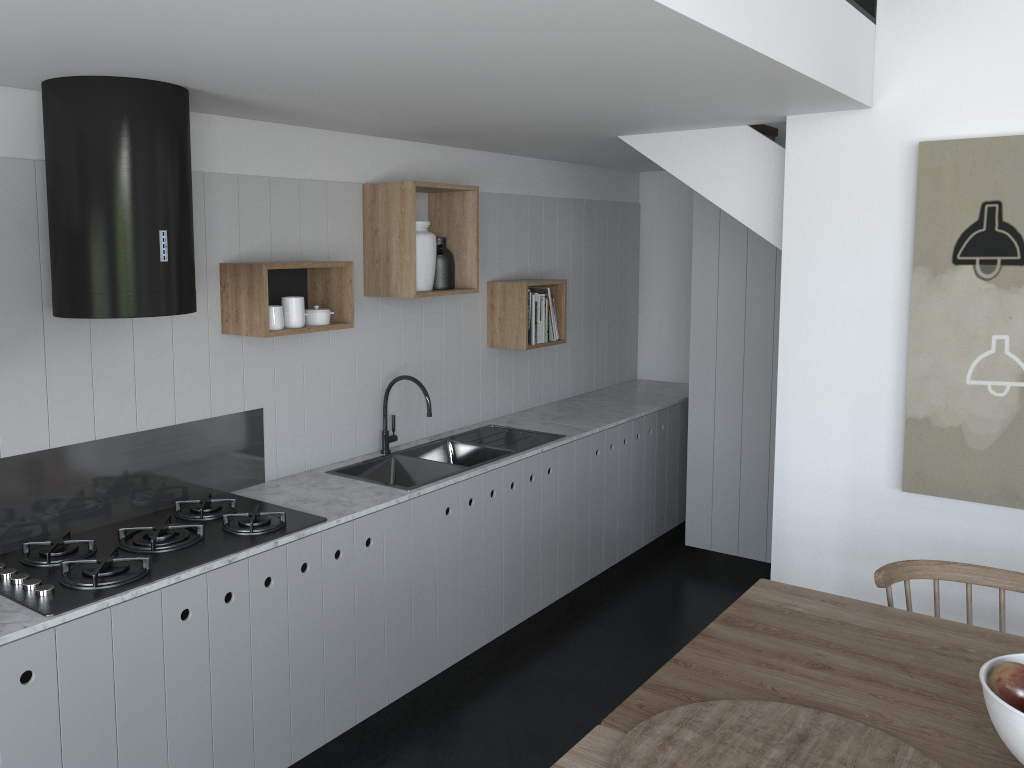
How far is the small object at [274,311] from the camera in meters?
3.1 m

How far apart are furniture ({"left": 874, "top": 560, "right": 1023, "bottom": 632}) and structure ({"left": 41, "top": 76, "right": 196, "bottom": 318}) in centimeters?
211cm

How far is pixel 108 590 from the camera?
2.4 meters

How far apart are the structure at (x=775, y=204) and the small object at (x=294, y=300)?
1.6m

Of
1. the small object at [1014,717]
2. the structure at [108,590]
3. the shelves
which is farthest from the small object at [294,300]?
the small object at [1014,717]

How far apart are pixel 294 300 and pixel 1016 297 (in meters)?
2.47

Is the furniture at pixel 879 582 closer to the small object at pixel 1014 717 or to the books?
the small object at pixel 1014 717

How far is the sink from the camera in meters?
3.8

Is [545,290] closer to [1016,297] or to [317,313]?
[317,313]

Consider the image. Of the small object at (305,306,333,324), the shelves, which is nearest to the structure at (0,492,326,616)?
the shelves
